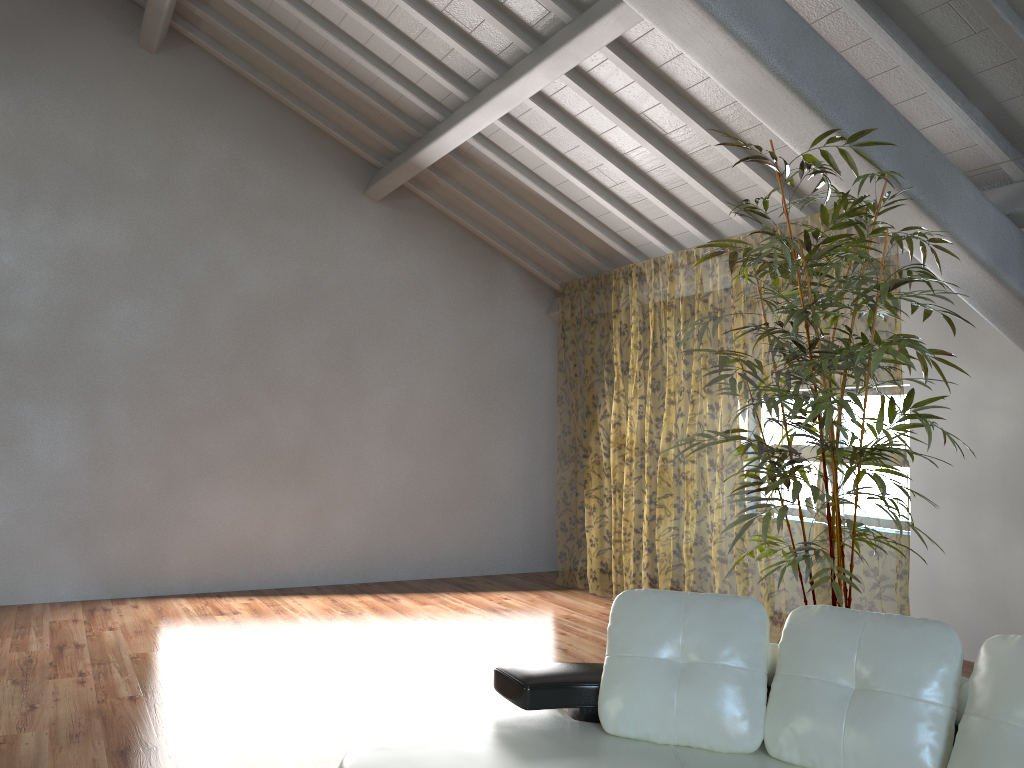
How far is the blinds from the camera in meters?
13.1

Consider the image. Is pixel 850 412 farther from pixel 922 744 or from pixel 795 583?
pixel 795 583

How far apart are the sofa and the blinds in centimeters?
323cm

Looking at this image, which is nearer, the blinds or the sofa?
the sofa

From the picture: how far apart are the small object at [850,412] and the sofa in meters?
0.5

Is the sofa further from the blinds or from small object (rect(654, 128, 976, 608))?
→ the blinds

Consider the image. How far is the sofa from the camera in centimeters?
219cm

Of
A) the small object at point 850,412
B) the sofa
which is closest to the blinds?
the small object at point 850,412

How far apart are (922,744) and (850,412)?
1.2 meters

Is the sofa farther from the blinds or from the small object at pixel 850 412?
the blinds
